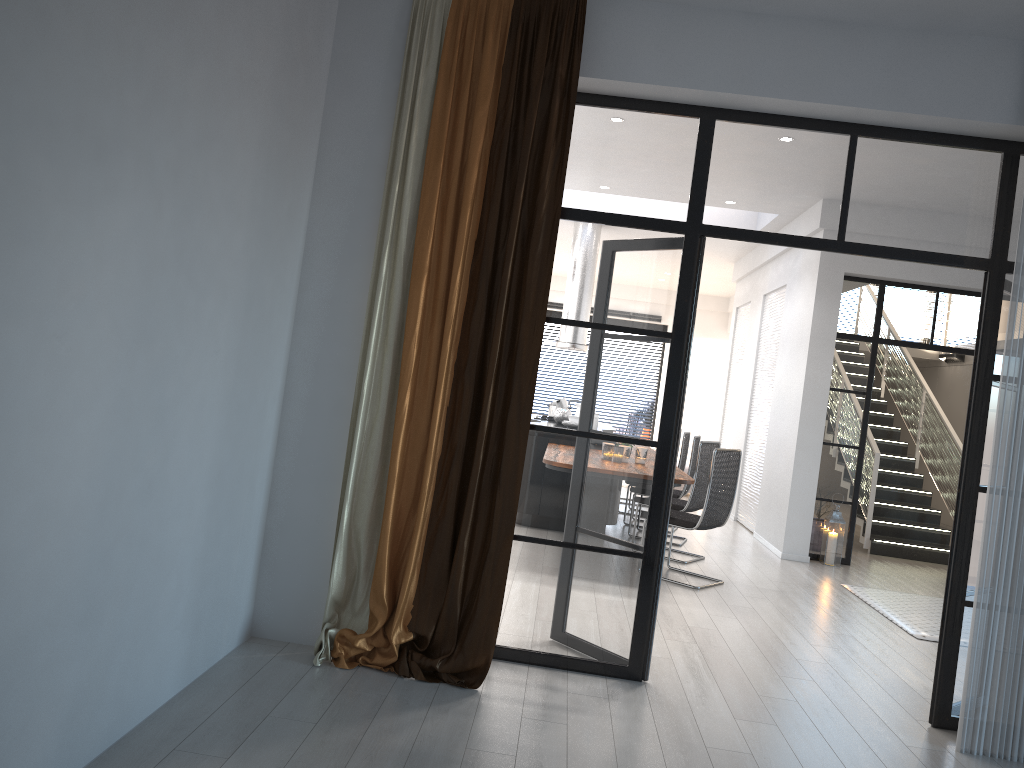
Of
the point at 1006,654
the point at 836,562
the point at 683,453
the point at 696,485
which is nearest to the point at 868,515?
the point at 836,562

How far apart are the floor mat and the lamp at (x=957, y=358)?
7.0 meters

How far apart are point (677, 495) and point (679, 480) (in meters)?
2.26

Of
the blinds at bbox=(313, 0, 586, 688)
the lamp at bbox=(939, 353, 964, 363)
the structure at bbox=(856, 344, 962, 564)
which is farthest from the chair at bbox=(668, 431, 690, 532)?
the lamp at bbox=(939, 353, 964, 363)

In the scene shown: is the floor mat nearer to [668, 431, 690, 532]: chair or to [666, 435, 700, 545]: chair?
[666, 435, 700, 545]: chair

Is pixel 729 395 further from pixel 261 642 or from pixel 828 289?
pixel 261 642

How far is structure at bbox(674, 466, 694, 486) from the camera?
6.0 meters

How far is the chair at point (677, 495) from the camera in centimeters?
819cm

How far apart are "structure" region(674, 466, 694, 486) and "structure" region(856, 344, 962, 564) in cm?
377

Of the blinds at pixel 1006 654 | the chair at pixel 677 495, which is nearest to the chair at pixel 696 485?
the chair at pixel 677 495
